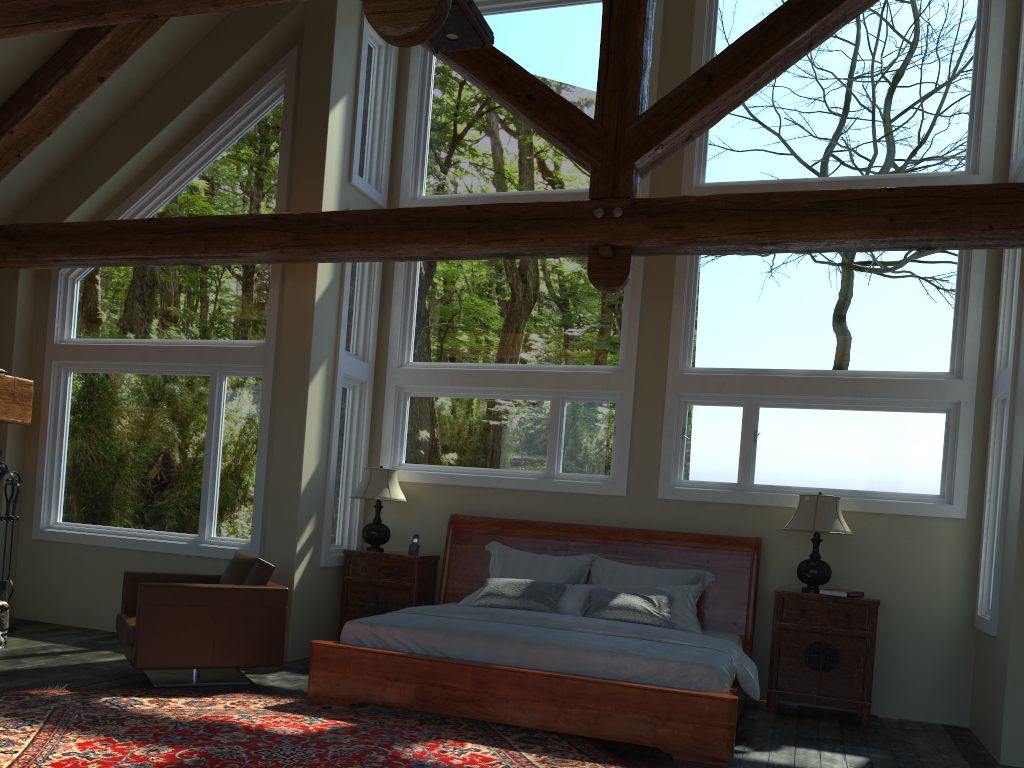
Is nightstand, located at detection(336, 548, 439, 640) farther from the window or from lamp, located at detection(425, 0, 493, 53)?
lamp, located at detection(425, 0, 493, 53)

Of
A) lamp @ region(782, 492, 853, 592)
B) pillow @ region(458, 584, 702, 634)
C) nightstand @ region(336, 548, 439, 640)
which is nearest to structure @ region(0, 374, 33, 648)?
nightstand @ region(336, 548, 439, 640)

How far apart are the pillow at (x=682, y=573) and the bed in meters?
0.0 m

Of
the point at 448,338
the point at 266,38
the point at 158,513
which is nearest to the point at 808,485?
the point at 448,338

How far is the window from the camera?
6.8 meters

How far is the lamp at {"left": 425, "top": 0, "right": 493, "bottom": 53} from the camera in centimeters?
456cm

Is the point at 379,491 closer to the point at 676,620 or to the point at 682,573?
the point at 682,573

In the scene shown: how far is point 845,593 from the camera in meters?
6.3 m

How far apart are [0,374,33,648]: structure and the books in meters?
6.3 m

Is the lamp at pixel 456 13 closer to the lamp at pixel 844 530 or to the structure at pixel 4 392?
the lamp at pixel 844 530
